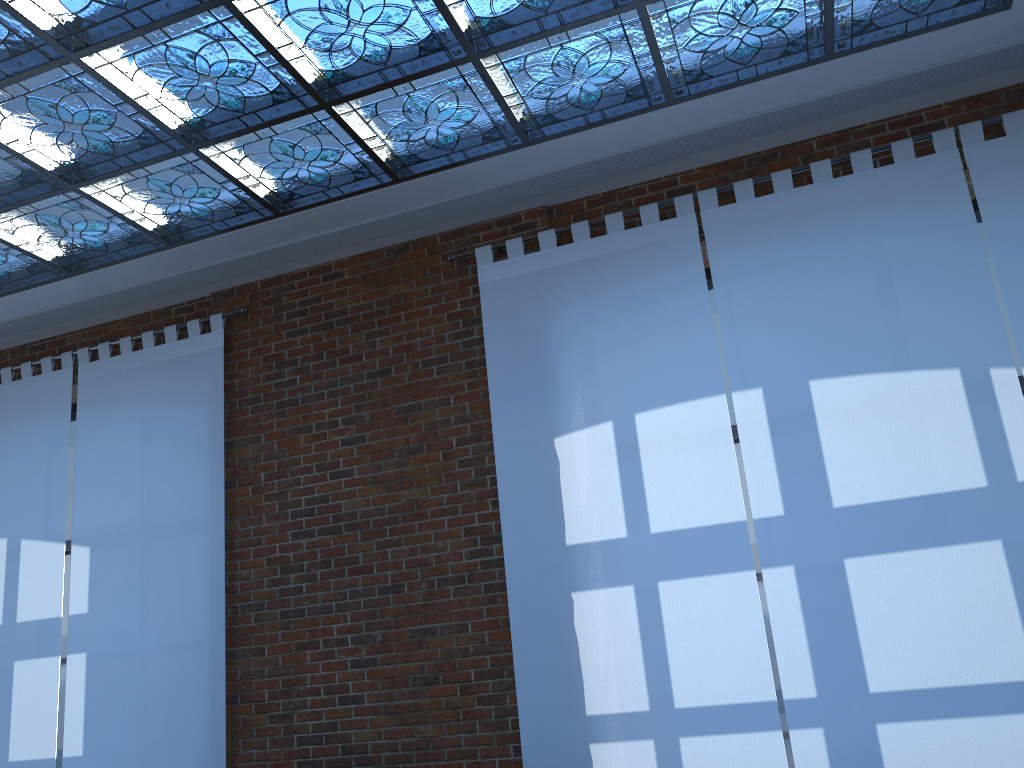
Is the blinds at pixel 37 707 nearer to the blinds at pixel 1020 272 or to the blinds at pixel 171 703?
the blinds at pixel 171 703

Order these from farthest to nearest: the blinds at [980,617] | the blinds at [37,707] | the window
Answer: the blinds at [37,707], the window, the blinds at [980,617]

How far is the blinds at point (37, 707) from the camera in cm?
562

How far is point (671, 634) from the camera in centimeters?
442cm

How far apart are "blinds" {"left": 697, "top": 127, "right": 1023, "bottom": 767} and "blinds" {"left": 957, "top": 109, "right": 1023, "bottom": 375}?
0.1 meters

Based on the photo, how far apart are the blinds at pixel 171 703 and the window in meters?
0.8 m

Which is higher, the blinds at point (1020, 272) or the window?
the blinds at point (1020, 272)

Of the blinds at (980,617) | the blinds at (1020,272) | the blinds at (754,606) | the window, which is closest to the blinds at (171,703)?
the window

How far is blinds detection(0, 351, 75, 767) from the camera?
5.6 meters

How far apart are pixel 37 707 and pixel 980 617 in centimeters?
547cm
